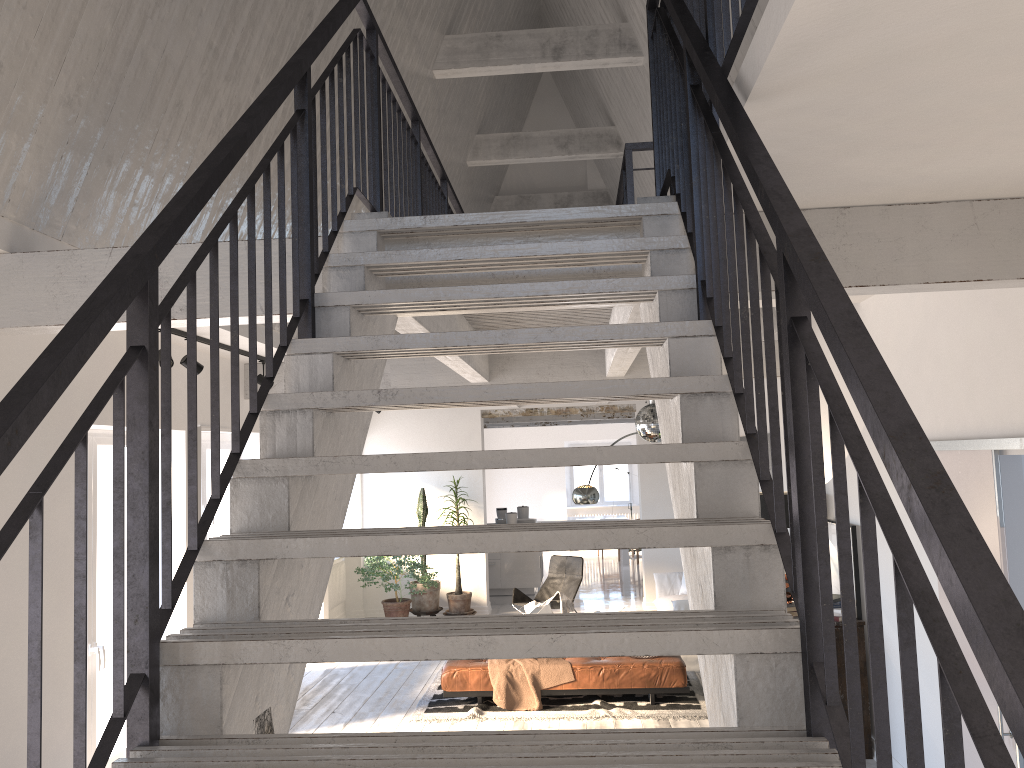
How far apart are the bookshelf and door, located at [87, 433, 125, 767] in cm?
486

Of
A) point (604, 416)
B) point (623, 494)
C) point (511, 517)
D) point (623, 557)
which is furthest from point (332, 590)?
point (623, 494)

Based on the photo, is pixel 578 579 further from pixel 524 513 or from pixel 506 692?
pixel 506 692

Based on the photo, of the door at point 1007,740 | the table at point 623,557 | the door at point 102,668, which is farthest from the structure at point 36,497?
the table at point 623,557

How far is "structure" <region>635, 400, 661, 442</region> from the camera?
7.6m

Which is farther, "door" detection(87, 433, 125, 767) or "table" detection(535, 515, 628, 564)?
"table" detection(535, 515, 628, 564)

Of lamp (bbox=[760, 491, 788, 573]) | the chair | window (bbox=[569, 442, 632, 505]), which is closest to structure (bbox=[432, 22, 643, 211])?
lamp (bbox=[760, 491, 788, 573])

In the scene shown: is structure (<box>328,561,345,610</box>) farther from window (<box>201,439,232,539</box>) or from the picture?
the picture

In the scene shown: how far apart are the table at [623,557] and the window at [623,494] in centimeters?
294cm

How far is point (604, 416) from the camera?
14.0m
